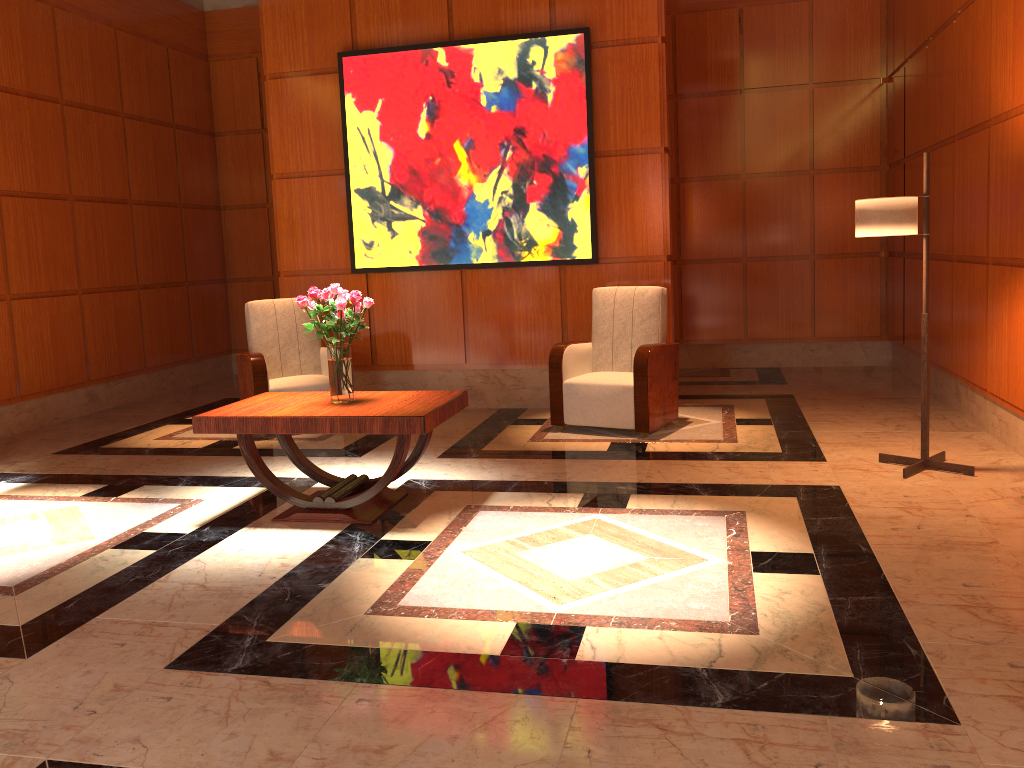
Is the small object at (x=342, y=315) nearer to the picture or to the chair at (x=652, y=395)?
the chair at (x=652, y=395)

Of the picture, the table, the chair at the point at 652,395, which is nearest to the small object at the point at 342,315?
the table

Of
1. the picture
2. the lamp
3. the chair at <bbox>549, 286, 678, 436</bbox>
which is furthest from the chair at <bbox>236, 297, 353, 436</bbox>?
the lamp

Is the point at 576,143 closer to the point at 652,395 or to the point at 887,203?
the point at 652,395

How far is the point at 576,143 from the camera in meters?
6.6

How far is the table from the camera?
Result: 4.1m

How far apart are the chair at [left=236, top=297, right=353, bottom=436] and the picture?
0.6 meters

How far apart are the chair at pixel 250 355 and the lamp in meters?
3.8 m

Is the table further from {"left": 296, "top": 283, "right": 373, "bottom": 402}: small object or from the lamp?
the lamp

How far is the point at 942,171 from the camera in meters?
6.2 m
